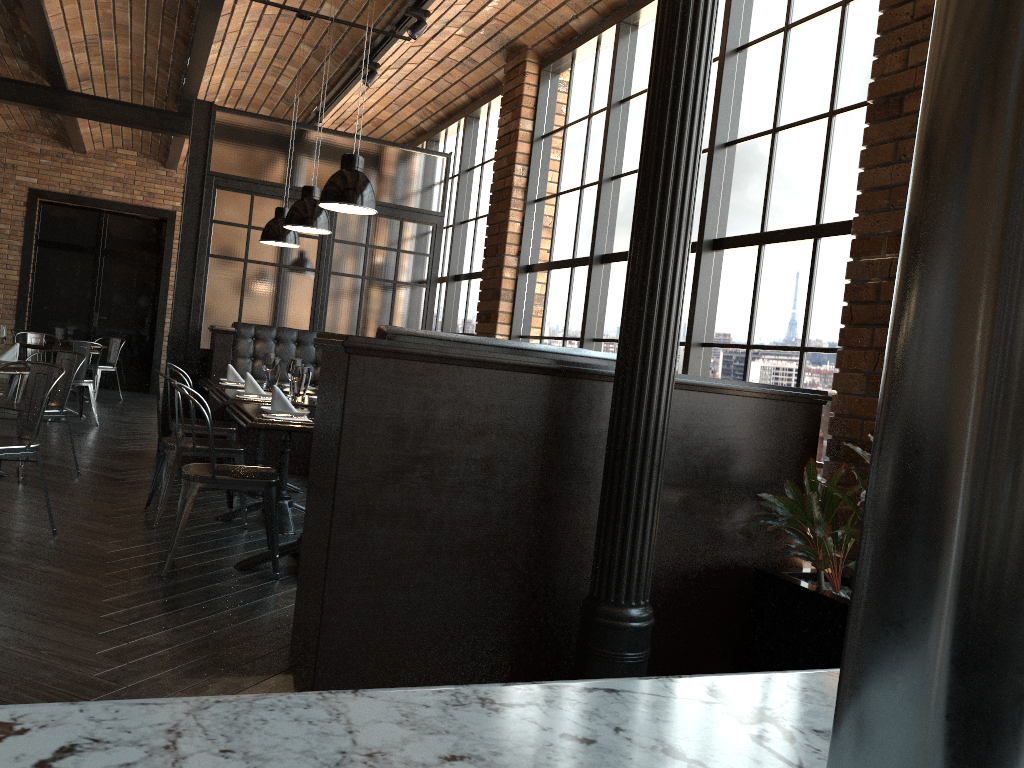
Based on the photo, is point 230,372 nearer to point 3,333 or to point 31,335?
point 3,333

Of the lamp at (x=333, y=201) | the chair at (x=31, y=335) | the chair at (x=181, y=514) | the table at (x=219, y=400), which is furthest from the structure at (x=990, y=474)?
the chair at (x=31, y=335)

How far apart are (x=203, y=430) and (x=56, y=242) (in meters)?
9.11

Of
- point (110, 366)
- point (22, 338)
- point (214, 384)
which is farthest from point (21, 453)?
point (110, 366)

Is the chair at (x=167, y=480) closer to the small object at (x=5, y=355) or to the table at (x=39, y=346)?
the small object at (x=5, y=355)

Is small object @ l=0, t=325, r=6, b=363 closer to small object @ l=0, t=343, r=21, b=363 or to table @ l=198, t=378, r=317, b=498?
small object @ l=0, t=343, r=21, b=363

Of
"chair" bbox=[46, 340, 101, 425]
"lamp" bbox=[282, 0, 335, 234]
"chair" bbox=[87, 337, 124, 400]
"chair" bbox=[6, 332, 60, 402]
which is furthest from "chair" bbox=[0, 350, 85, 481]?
"chair" bbox=[87, 337, 124, 400]

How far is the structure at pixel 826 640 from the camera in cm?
298

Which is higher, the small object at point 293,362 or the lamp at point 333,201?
the lamp at point 333,201

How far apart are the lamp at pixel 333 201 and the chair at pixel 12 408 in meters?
2.9
